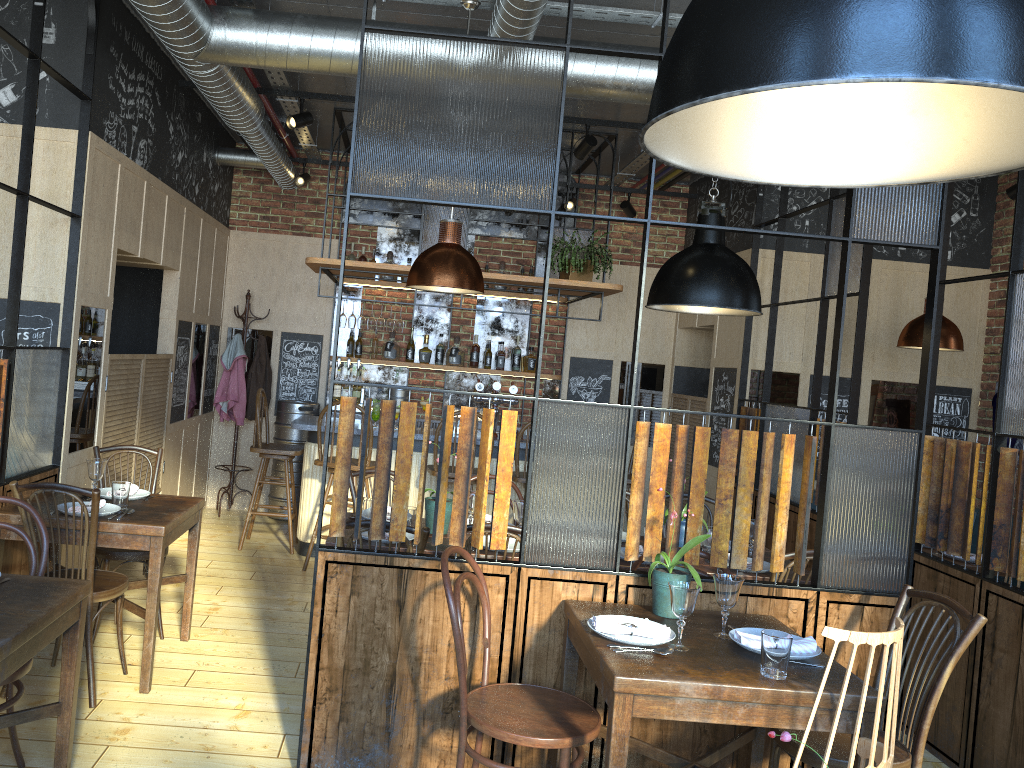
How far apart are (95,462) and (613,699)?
2.7m

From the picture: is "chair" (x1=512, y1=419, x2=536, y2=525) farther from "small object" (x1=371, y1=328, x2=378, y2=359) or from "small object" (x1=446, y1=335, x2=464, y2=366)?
"small object" (x1=371, y1=328, x2=378, y2=359)

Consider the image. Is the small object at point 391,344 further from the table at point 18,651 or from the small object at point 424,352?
the table at point 18,651

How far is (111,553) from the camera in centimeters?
421cm

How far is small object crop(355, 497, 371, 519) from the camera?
4.08m

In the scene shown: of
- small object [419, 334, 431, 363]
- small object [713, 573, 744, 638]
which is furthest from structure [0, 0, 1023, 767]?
small object [419, 334, 431, 363]

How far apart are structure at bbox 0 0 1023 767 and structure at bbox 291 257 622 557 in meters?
0.4

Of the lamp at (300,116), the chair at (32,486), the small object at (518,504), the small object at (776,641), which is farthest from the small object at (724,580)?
the lamp at (300,116)

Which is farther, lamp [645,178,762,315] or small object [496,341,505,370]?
small object [496,341,505,370]

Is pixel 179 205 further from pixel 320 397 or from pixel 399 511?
pixel 399 511
